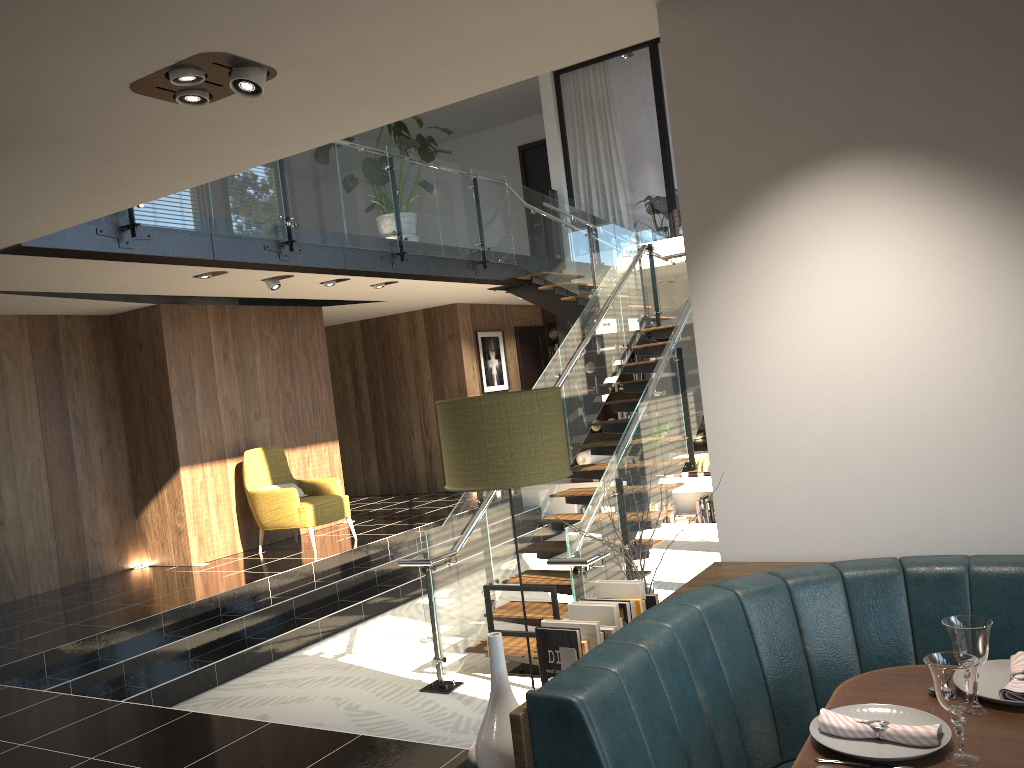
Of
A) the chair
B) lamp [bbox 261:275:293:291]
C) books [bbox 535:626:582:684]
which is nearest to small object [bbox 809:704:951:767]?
books [bbox 535:626:582:684]

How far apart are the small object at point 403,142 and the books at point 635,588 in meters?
6.9 m

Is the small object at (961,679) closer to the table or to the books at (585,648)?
the table

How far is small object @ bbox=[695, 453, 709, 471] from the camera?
10.5m

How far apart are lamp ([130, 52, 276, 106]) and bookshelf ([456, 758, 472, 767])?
2.4m

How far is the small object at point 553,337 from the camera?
14.74m

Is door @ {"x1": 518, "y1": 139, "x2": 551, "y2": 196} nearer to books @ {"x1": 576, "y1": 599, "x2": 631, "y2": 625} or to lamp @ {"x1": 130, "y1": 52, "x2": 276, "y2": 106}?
lamp @ {"x1": 130, "y1": 52, "x2": 276, "y2": 106}

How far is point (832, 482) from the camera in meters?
2.8 m

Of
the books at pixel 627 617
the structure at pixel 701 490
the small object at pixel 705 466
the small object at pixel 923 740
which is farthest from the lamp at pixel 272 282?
the small object at pixel 923 740

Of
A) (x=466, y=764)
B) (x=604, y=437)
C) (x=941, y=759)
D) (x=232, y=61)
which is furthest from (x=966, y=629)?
(x=604, y=437)
